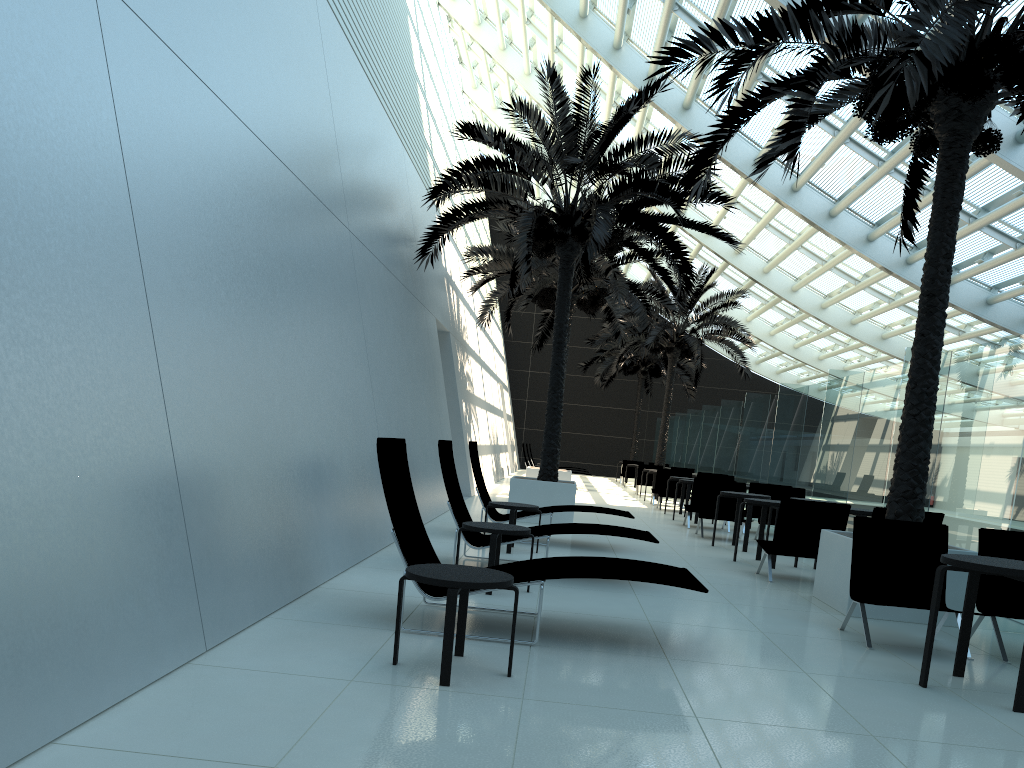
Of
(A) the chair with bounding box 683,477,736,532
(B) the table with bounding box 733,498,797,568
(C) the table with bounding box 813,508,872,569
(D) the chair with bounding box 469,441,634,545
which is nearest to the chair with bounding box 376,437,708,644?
(D) the chair with bounding box 469,441,634,545

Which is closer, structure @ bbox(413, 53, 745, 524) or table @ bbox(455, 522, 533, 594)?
table @ bbox(455, 522, 533, 594)

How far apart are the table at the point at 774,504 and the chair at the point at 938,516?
1.4 meters

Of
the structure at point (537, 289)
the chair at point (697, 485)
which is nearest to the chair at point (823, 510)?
the chair at point (697, 485)

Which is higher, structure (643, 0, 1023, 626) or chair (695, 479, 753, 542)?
structure (643, 0, 1023, 626)

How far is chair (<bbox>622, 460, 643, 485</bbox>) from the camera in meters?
30.6

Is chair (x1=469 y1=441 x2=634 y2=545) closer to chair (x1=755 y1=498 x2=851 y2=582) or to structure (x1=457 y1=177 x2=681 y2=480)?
chair (x1=755 y1=498 x2=851 y2=582)

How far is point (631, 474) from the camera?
30.62m

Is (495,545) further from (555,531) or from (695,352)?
(695,352)

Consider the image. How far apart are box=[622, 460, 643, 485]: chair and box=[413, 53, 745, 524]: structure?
15.6m
